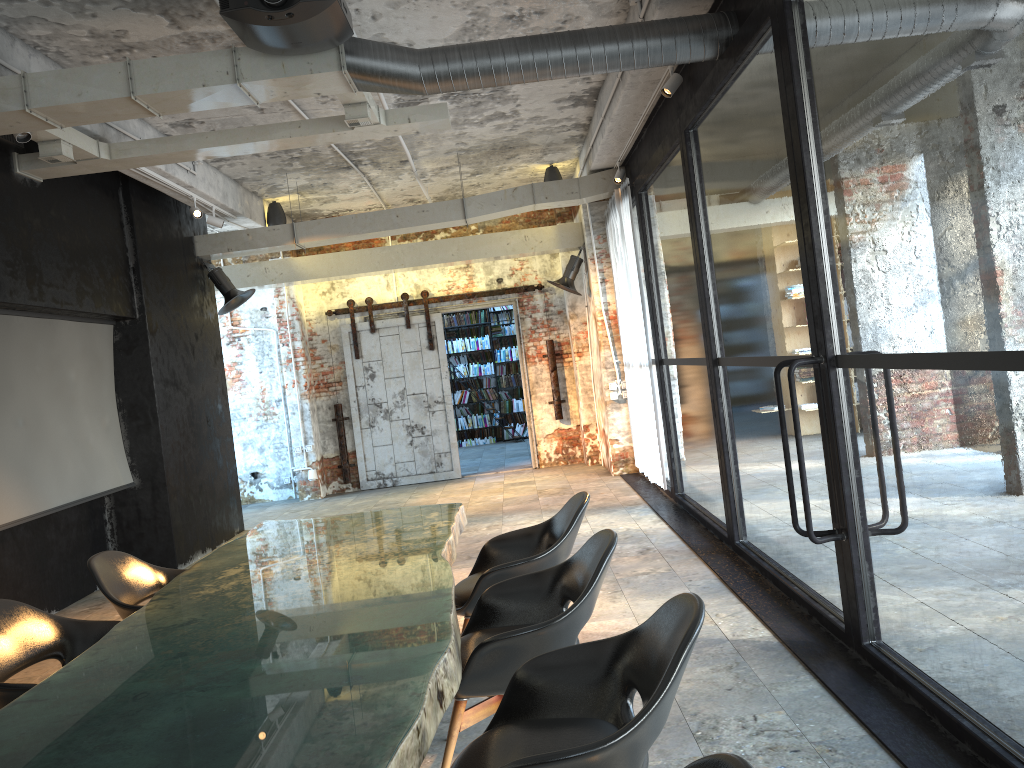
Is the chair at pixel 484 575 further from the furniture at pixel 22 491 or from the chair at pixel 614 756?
the furniture at pixel 22 491

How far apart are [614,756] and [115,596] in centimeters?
301cm

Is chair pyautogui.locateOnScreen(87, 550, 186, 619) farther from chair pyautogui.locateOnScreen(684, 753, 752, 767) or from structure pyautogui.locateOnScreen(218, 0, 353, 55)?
chair pyautogui.locateOnScreen(684, 753, 752, 767)

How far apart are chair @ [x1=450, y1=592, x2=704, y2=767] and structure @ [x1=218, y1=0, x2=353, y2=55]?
3.23m

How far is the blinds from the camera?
8.9 meters

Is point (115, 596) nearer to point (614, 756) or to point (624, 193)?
point (614, 756)

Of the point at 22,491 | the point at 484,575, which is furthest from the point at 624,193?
the point at 22,491

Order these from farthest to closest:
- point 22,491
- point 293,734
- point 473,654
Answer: point 22,491
point 473,654
point 293,734

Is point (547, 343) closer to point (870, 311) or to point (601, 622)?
point (870, 311)

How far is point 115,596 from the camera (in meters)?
4.23
